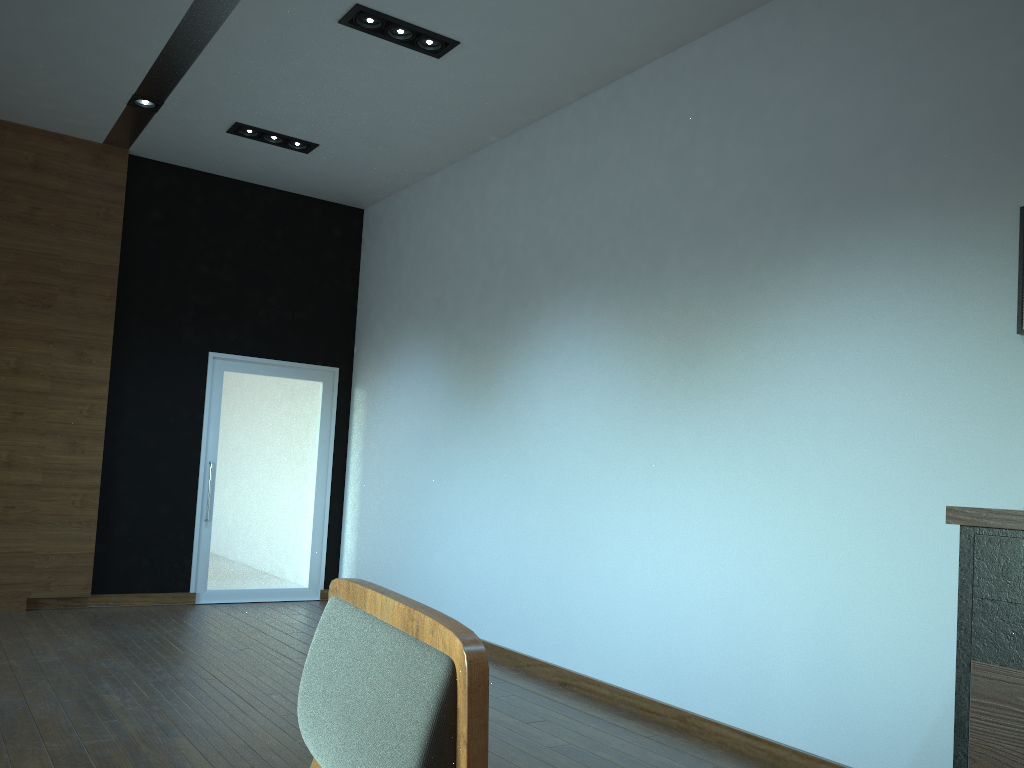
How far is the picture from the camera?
3.3 meters

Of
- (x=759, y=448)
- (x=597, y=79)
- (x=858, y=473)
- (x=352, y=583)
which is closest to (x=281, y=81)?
(x=597, y=79)

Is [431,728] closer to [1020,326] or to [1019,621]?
[1019,621]

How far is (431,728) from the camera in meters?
0.7

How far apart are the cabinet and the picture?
1.0m

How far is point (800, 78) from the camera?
4.34m

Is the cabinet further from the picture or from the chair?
the chair

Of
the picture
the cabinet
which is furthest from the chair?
the picture

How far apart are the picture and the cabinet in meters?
1.0 m

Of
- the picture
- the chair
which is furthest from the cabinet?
the chair
